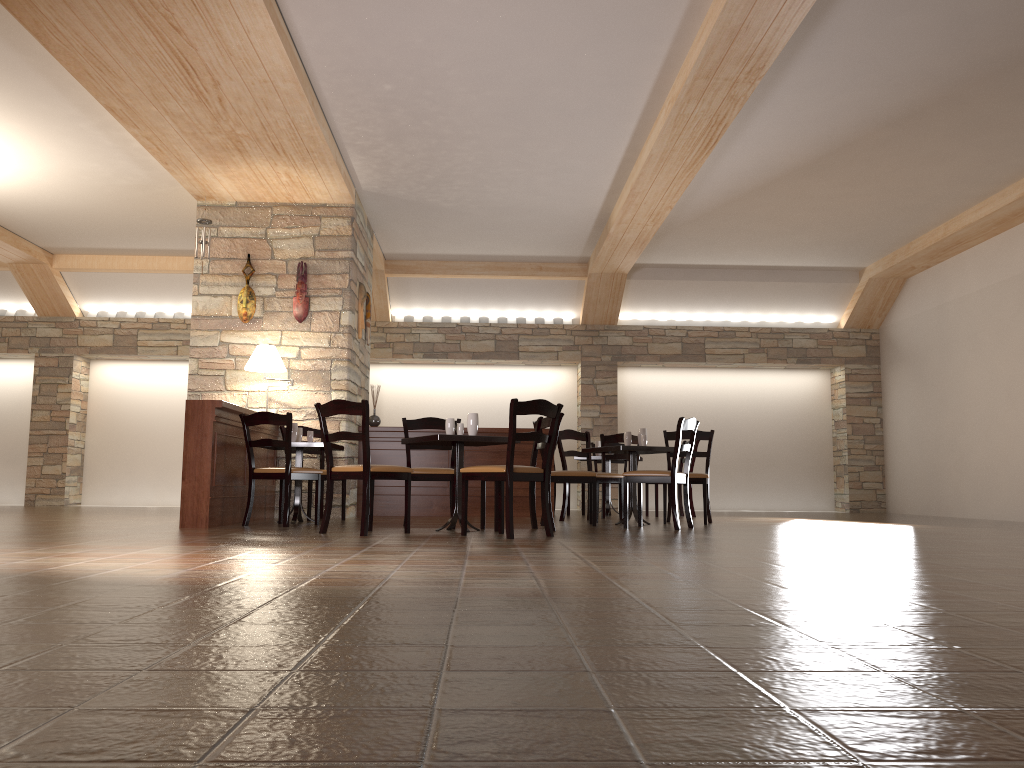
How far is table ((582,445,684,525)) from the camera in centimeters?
715cm

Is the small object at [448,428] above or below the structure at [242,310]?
below

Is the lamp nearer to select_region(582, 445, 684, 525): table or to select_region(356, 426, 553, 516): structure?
select_region(356, 426, 553, 516): structure

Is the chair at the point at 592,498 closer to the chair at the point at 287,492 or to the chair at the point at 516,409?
the chair at the point at 516,409

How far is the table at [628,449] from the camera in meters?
7.1

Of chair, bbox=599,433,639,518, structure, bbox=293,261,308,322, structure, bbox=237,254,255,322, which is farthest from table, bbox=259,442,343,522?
chair, bbox=599,433,639,518

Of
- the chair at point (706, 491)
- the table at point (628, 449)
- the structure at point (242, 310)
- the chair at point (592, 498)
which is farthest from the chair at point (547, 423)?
the structure at point (242, 310)

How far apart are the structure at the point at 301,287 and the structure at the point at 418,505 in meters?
1.4 m

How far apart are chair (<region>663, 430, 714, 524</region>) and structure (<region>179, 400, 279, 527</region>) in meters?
3.5 m

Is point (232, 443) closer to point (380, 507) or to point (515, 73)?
point (380, 507)
